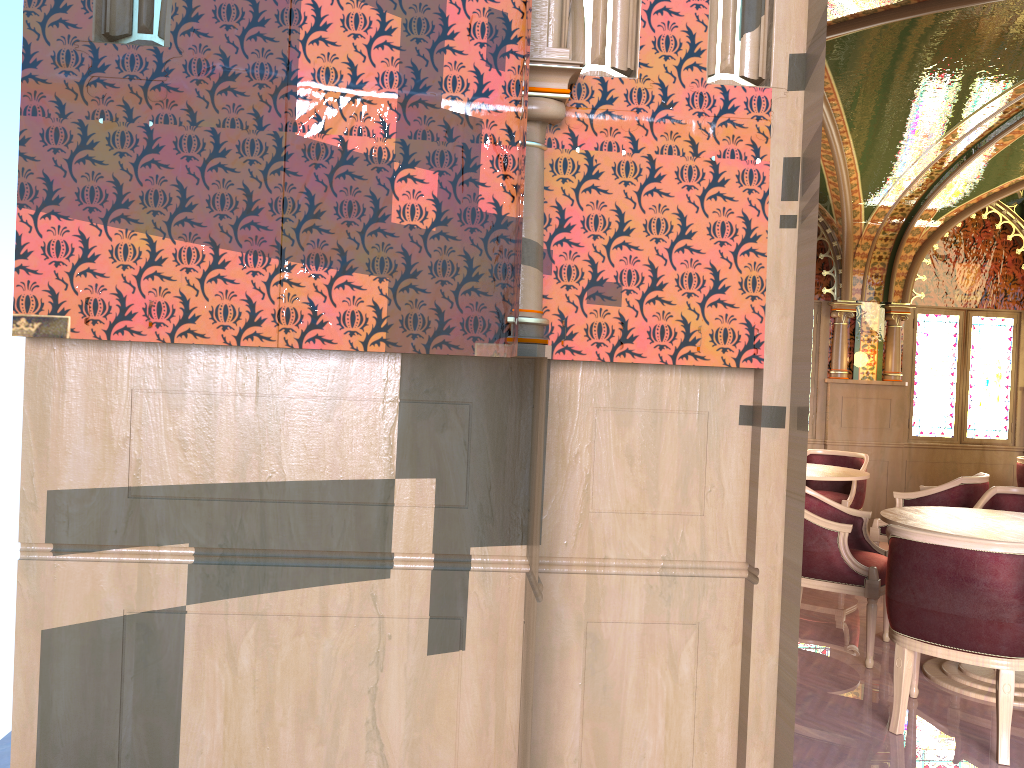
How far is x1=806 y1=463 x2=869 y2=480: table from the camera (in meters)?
6.31

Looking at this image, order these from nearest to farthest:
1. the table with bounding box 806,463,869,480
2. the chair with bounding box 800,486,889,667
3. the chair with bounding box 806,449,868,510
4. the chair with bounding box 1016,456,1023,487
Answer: the chair with bounding box 800,486,889,667 → the table with bounding box 806,463,869,480 → the chair with bounding box 806,449,868,510 → the chair with bounding box 1016,456,1023,487

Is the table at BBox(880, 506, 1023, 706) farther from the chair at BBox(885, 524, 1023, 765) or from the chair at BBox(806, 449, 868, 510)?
the chair at BBox(806, 449, 868, 510)

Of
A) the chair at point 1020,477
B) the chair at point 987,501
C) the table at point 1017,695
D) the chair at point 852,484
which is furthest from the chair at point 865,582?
the chair at point 1020,477

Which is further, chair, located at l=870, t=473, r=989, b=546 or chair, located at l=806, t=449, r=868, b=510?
chair, located at l=806, t=449, r=868, b=510

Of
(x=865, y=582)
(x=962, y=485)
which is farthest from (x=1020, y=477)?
(x=865, y=582)

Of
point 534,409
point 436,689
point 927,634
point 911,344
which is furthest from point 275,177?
point 911,344

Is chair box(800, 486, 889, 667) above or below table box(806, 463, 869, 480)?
below

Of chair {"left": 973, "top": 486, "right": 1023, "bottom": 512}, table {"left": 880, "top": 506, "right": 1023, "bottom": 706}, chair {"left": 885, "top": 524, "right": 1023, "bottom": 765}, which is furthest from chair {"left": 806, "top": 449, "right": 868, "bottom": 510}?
chair {"left": 885, "top": 524, "right": 1023, "bottom": 765}

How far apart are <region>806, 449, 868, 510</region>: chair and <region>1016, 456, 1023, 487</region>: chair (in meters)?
1.52
